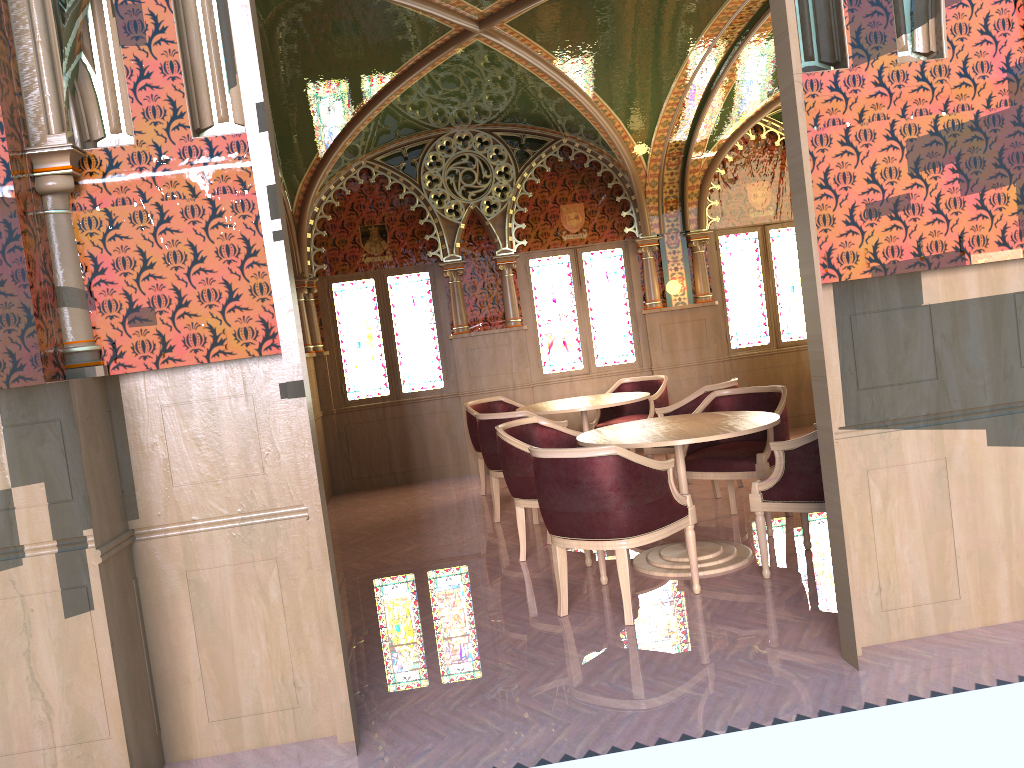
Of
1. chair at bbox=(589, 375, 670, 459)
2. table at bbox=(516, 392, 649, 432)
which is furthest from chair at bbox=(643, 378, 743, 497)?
chair at bbox=(589, 375, 670, 459)

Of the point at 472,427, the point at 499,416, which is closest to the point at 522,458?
the point at 499,416

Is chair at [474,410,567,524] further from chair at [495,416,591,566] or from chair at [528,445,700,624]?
chair at [528,445,700,624]

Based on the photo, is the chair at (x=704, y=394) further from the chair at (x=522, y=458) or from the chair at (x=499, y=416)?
the chair at (x=522, y=458)

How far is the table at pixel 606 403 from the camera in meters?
7.1 m

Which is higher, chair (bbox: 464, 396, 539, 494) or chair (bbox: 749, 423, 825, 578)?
chair (bbox: 464, 396, 539, 494)

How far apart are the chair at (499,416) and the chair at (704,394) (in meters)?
0.71

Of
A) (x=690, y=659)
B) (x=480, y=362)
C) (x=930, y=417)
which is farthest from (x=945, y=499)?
(x=480, y=362)

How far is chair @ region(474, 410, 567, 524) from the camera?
6.53m

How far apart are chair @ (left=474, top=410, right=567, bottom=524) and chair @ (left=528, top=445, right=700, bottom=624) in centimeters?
177cm
